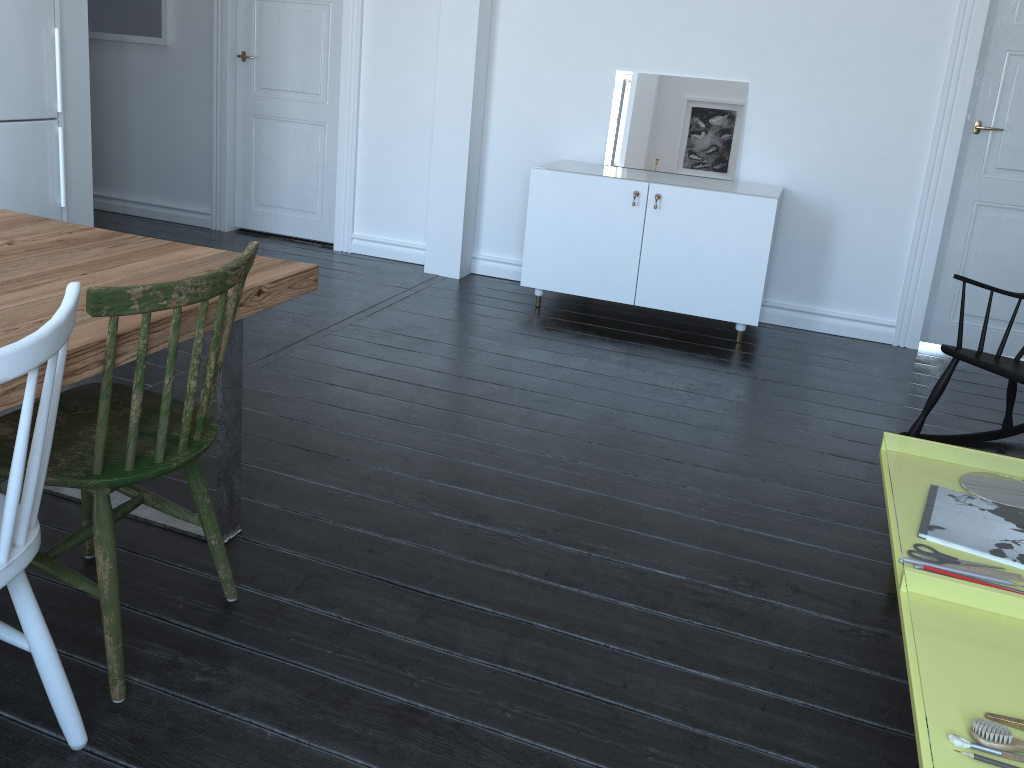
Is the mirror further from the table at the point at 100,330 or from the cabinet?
the table at the point at 100,330

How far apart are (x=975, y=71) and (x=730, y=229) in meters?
1.3

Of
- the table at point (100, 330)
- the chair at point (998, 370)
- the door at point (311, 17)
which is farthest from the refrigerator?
the chair at point (998, 370)

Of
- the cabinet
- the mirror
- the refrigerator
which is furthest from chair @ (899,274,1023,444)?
the refrigerator

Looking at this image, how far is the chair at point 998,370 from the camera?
2.9m

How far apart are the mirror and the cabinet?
0.1m

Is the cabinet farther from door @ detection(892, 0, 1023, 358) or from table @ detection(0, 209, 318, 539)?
table @ detection(0, 209, 318, 539)

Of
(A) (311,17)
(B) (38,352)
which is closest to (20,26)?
(A) (311,17)

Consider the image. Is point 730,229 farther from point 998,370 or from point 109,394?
point 109,394

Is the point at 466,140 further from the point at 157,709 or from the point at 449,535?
the point at 157,709
